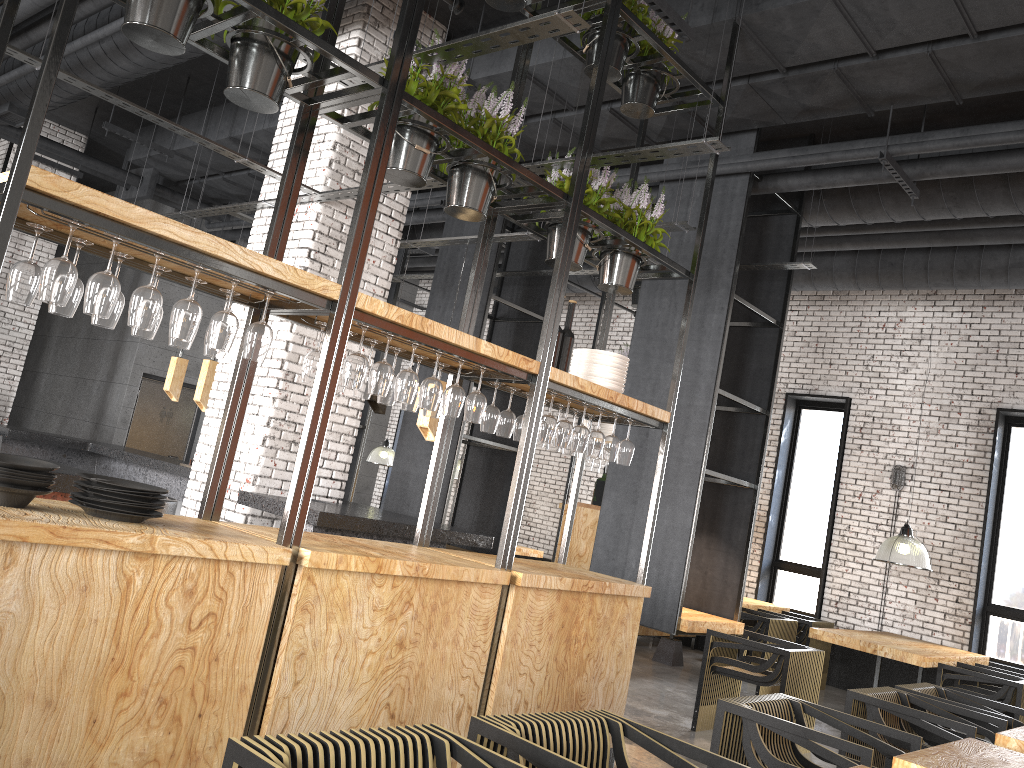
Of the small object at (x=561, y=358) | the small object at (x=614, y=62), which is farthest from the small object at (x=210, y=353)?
the small object at (x=614, y=62)

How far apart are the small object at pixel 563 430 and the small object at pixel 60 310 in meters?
2.4 m

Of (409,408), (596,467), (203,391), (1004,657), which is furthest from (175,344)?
(1004,657)

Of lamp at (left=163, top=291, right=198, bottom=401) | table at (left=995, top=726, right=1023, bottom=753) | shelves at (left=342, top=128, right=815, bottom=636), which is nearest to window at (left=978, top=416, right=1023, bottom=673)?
shelves at (left=342, top=128, right=815, bottom=636)

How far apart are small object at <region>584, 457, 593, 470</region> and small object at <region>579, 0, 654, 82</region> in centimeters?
543cm

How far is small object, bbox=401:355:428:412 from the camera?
4.2m

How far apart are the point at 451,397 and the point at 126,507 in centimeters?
150cm

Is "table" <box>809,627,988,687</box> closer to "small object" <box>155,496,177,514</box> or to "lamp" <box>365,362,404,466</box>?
"small object" <box>155,496,177,514</box>

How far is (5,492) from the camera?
2.73m

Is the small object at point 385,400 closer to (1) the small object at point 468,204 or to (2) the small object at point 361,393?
(2) the small object at point 361,393
